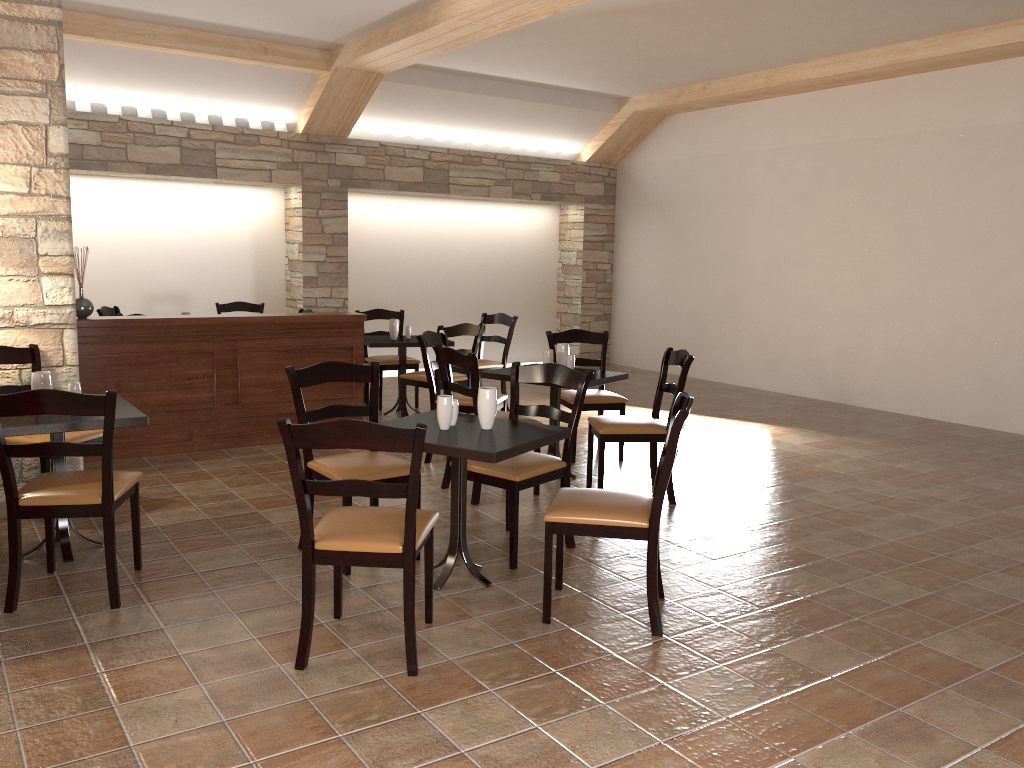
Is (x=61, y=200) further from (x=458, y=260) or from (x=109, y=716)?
(x=458, y=260)

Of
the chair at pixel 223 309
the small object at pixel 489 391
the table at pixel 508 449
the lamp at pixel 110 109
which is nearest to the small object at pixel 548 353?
the table at pixel 508 449

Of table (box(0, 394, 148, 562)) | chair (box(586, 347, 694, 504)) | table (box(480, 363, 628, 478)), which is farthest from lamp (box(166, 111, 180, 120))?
chair (box(586, 347, 694, 504))

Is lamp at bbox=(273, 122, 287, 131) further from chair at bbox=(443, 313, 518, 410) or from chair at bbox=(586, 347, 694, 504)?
chair at bbox=(586, 347, 694, 504)

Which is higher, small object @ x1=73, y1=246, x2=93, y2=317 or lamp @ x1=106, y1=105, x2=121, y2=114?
lamp @ x1=106, y1=105, x2=121, y2=114

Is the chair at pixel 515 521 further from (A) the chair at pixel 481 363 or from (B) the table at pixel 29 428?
(A) the chair at pixel 481 363

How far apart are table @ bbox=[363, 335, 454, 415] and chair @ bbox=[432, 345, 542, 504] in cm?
212

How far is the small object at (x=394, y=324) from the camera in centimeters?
731cm

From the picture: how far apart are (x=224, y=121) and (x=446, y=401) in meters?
6.2 m

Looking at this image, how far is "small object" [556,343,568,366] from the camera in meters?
5.6 m
